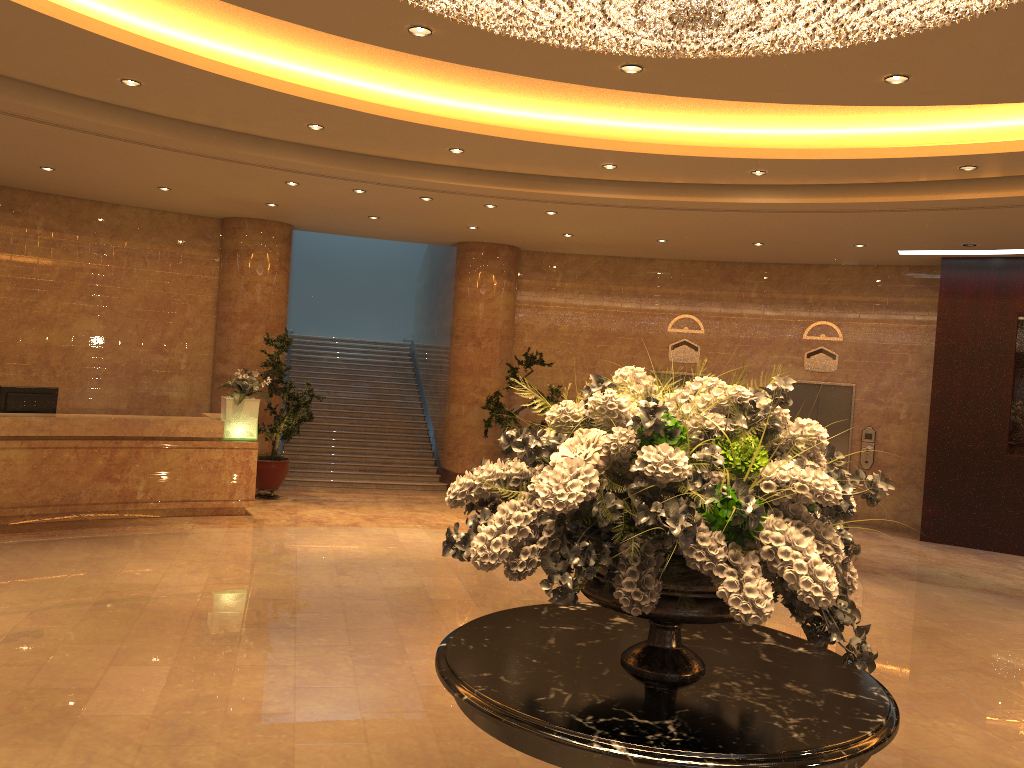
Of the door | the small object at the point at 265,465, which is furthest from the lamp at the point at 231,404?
the door

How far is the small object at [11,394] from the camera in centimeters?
979cm

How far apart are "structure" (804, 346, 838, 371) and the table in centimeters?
1119cm

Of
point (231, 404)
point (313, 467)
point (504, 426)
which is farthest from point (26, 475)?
point (504, 426)

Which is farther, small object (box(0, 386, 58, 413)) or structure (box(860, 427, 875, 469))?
structure (box(860, 427, 875, 469))

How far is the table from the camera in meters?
2.3 m

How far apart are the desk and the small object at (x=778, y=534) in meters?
7.9

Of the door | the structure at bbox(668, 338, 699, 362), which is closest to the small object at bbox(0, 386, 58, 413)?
the structure at bbox(668, 338, 699, 362)

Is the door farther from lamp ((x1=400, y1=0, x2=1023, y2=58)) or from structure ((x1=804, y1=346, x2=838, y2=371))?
lamp ((x1=400, y1=0, x2=1023, y2=58))

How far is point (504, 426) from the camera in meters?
13.5 m
